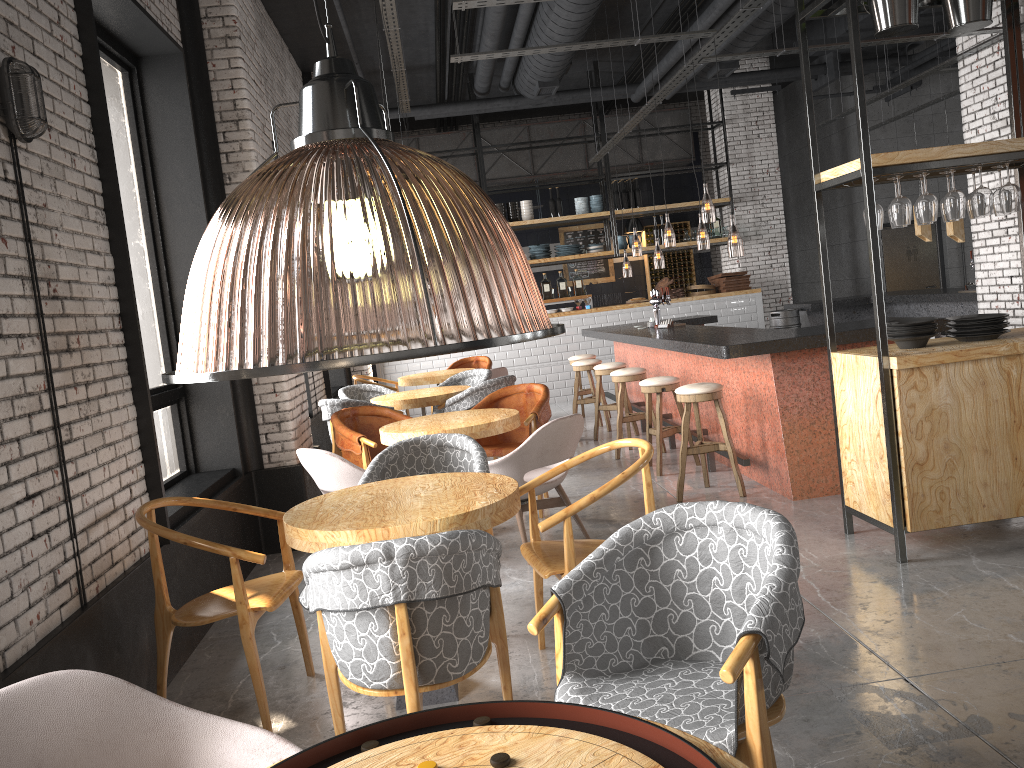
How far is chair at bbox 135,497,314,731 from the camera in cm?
332

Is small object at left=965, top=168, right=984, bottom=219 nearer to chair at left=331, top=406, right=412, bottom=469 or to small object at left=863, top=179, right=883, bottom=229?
small object at left=863, top=179, right=883, bottom=229

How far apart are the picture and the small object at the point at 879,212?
12.3 meters

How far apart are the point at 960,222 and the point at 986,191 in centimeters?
596cm

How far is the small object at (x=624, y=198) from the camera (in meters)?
13.58

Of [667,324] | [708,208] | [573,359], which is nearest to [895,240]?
[708,208]

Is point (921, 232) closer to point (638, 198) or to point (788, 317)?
point (788, 317)

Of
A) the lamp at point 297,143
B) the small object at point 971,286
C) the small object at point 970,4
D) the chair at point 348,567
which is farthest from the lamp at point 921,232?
the chair at point 348,567

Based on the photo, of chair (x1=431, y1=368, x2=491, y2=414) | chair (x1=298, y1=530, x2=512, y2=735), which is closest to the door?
chair (x1=431, y1=368, x2=491, y2=414)

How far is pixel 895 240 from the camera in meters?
14.5 m
